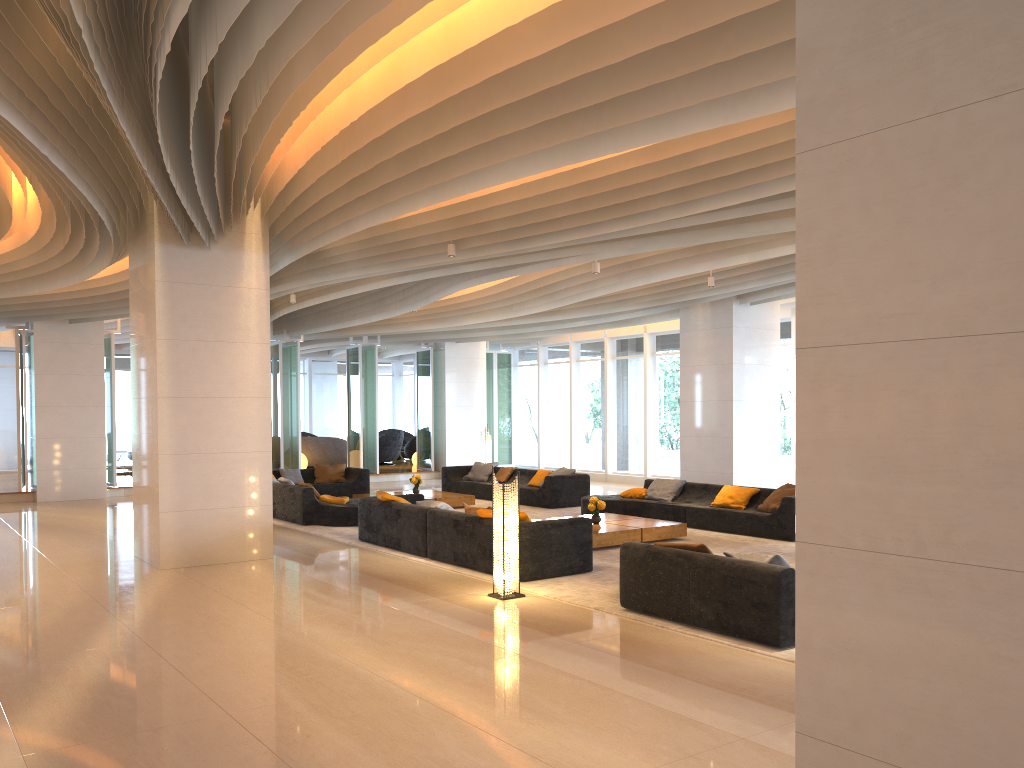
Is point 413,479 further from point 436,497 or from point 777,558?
point 777,558

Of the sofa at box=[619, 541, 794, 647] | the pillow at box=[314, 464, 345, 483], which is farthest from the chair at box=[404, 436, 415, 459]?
the sofa at box=[619, 541, 794, 647]

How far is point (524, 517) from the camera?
8.9 meters

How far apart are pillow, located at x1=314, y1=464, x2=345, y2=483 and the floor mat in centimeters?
304cm

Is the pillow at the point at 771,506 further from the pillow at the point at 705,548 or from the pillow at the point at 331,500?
the pillow at the point at 331,500

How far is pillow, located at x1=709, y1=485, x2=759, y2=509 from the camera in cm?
1246

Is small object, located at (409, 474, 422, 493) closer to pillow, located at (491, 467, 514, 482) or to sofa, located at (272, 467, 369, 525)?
pillow, located at (491, 467, 514, 482)

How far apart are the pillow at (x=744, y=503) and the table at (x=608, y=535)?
1.27m

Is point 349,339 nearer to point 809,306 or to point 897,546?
point 809,306

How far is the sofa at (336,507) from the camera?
13.1m
